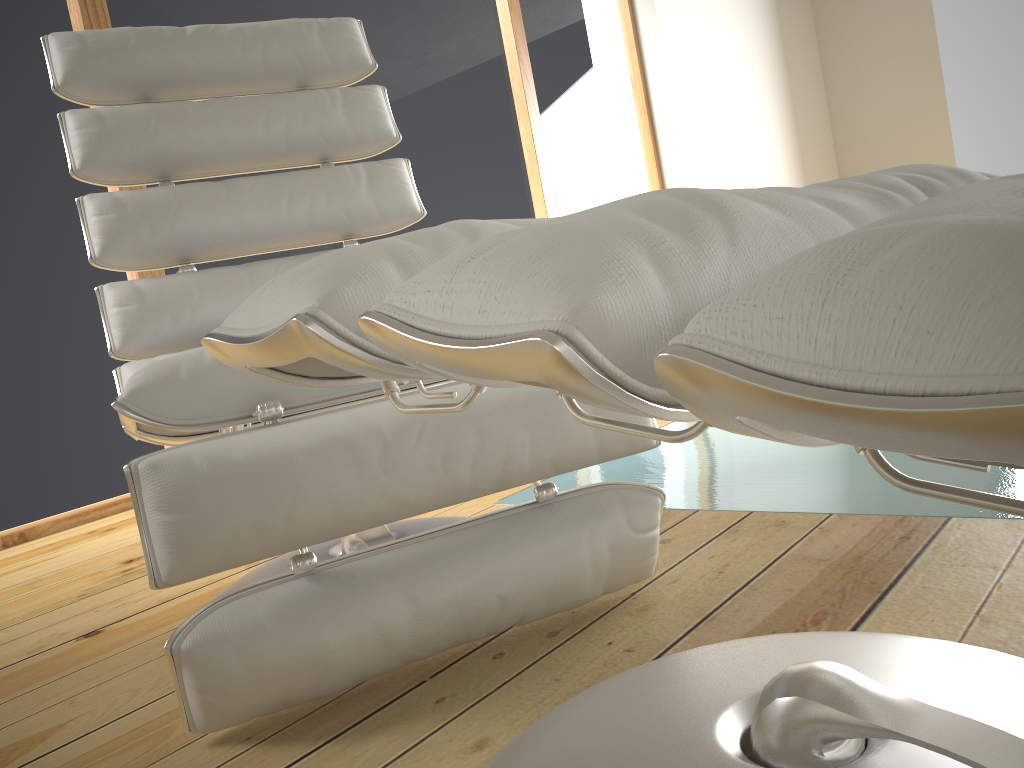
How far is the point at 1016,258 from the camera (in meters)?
0.22

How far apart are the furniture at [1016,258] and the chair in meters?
0.2 m

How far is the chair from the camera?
0.8 meters

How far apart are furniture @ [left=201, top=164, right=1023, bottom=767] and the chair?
0.20m

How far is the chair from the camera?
0.8 meters

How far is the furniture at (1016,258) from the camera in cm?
22

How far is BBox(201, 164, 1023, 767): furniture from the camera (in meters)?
0.22

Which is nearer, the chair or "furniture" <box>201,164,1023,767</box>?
"furniture" <box>201,164,1023,767</box>

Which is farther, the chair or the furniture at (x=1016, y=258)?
the chair
